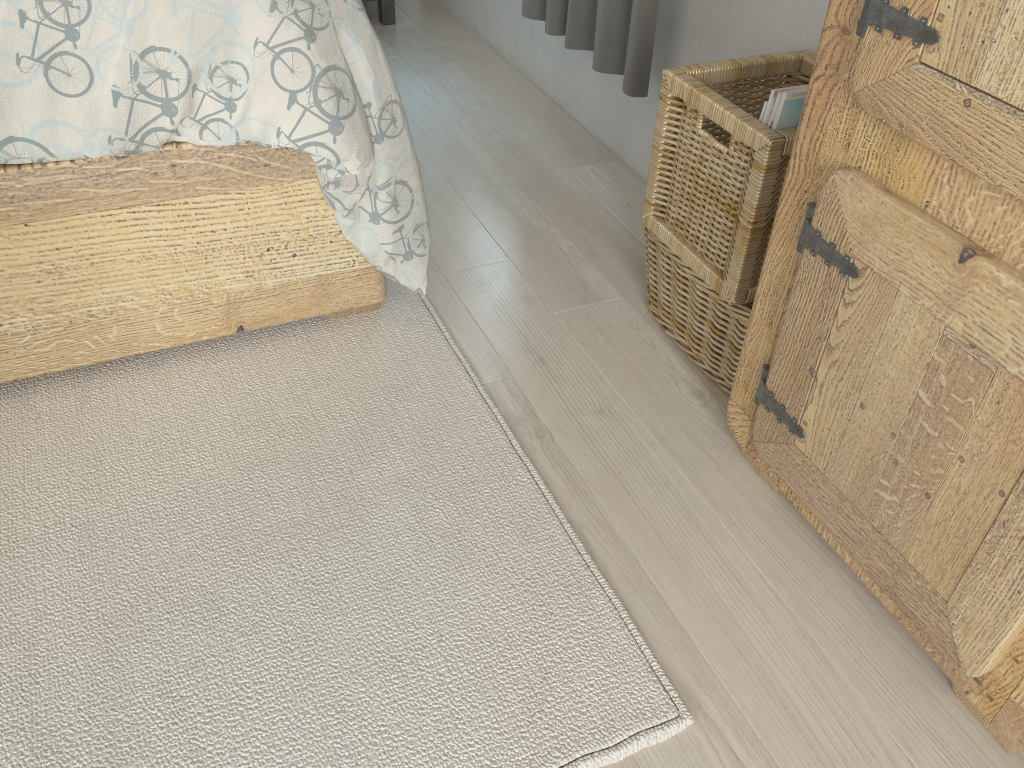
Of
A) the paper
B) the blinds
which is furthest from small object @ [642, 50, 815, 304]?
the blinds

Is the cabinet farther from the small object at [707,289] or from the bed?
the bed

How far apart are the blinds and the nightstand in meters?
0.9 m

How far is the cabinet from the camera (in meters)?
0.83

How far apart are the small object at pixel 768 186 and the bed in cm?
37

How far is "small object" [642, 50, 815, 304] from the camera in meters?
1.2

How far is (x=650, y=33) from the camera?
1.68m

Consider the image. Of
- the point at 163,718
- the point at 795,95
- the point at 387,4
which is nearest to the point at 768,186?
the point at 795,95

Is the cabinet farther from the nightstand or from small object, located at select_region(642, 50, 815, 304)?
the nightstand

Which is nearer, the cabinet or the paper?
the cabinet
